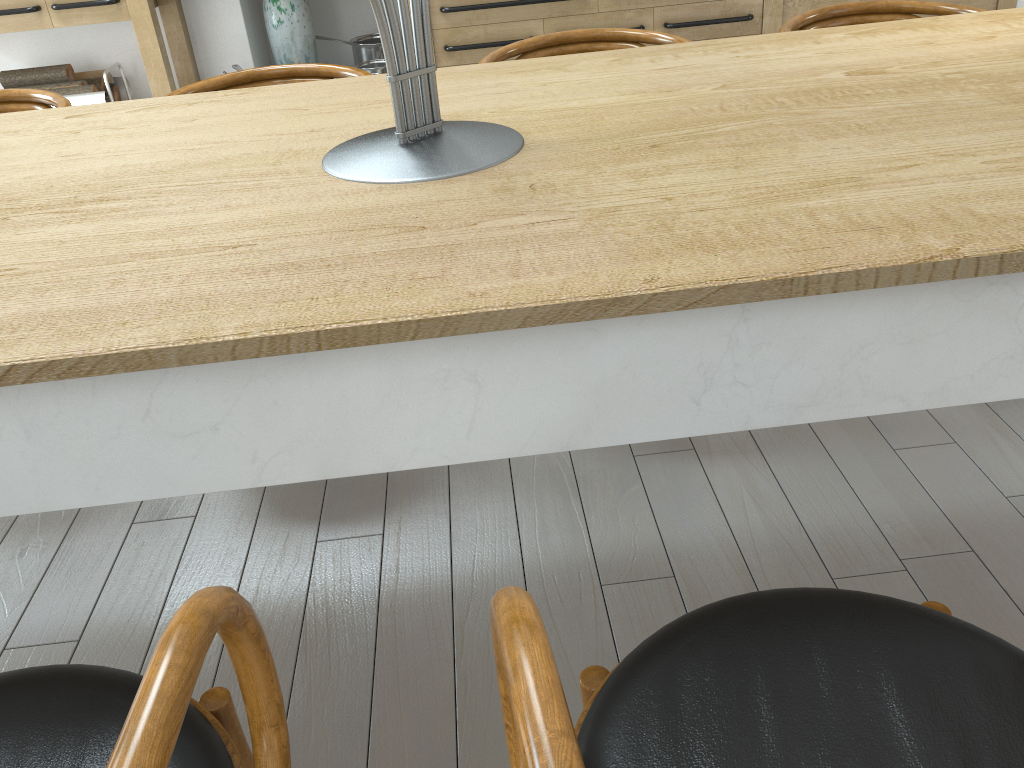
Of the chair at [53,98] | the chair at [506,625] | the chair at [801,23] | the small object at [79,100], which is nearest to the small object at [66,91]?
the small object at [79,100]

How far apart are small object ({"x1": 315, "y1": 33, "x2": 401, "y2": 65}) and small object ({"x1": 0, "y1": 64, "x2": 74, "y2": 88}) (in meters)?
1.30

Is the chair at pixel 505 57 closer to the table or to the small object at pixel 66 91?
the table

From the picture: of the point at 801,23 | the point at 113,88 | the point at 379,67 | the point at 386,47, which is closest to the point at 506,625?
the point at 386,47

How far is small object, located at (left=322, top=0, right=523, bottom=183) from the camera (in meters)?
1.06

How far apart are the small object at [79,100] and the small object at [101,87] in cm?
11

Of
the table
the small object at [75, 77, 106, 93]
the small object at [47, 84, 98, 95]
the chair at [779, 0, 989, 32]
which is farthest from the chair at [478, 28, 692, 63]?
the small object at [75, 77, 106, 93]

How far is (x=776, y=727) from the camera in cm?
73

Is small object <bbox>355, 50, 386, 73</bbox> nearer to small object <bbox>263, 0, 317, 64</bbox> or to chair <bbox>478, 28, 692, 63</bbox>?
small object <bbox>263, 0, 317, 64</bbox>

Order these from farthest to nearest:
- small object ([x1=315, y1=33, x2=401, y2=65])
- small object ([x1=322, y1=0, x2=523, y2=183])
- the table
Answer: small object ([x1=315, y1=33, x2=401, y2=65]) → small object ([x1=322, y1=0, x2=523, y2=183]) → the table
